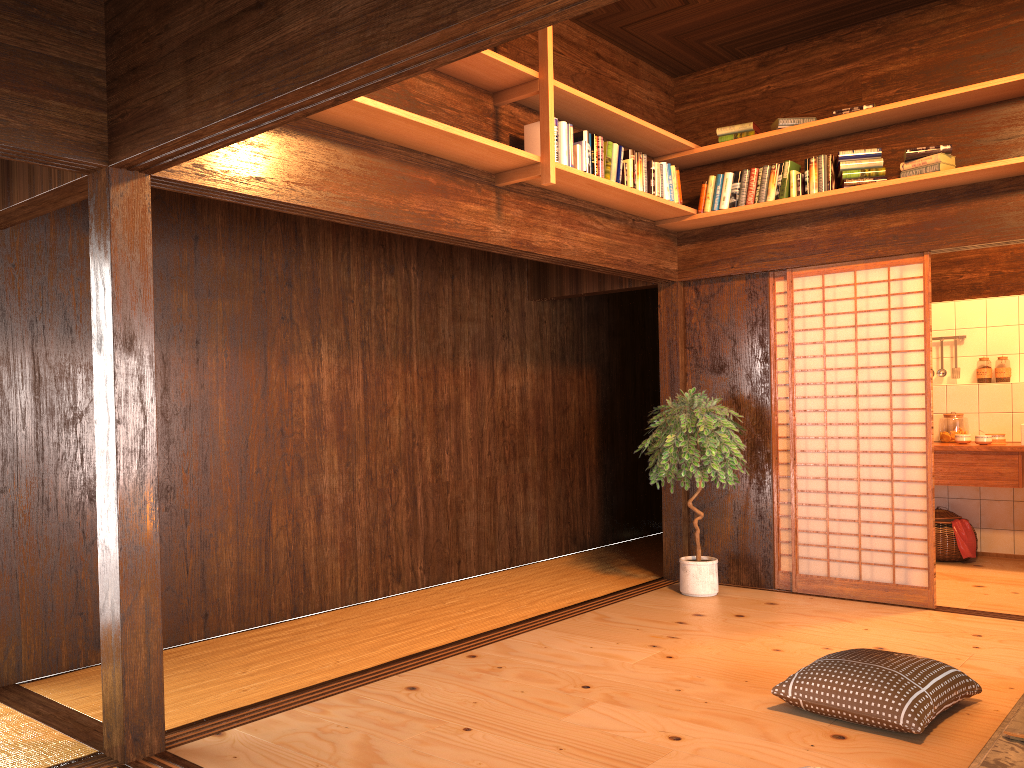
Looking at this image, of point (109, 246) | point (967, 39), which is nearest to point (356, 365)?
point (109, 246)

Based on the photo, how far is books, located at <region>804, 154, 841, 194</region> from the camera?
5.2m

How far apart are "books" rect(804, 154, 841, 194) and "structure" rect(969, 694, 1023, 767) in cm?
296

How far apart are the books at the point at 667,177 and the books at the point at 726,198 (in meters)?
0.22

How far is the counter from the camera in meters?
6.1

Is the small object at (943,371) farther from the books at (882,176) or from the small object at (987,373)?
the books at (882,176)

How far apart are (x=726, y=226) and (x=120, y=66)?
4.0 meters

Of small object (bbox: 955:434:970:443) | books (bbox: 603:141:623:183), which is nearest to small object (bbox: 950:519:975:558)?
small object (bbox: 955:434:970:443)

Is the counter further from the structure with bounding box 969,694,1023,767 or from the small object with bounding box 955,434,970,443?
the structure with bounding box 969,694,1023,767

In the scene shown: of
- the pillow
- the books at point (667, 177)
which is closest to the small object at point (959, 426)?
the books at point (667, 177)
